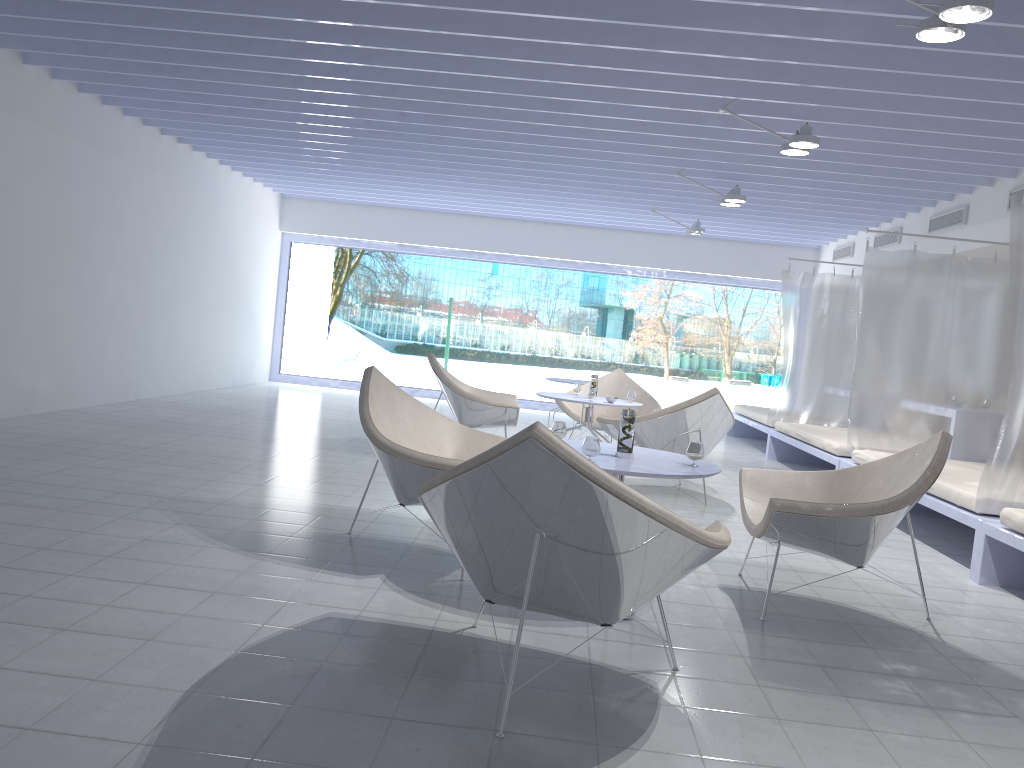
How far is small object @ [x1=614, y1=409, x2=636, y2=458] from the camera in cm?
339

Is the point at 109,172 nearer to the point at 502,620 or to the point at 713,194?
the point at 713,194

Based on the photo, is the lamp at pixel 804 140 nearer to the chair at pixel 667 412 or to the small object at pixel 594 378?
the chair at pixel 667 412

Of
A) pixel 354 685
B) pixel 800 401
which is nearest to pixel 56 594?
pixel 354 685

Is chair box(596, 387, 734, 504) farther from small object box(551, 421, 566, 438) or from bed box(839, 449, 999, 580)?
small object box(551, 421, 566, 438)

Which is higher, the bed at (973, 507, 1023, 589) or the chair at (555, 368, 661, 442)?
the chair at (555, 368, 661, 442)

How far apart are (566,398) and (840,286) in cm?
362

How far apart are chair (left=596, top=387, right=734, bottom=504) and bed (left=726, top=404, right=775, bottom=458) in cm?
305

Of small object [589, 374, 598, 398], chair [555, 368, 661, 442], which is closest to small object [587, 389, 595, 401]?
small object [589, 374, 598, 398]

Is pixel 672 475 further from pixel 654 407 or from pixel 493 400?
pixel 654 407
